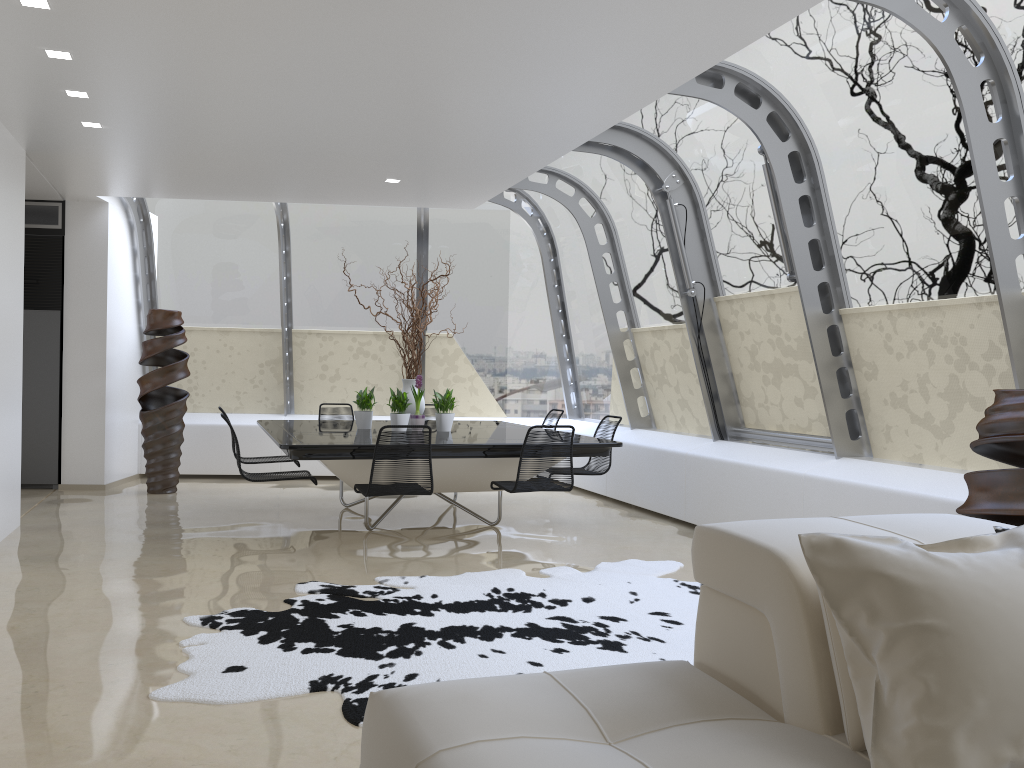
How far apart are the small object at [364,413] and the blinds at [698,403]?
2.7m

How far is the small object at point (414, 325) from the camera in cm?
751

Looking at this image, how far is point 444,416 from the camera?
7.43m

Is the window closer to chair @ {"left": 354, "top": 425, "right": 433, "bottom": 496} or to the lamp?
chair @ {"left": 354, "top": 425, "right": 433, "bottom": 496}

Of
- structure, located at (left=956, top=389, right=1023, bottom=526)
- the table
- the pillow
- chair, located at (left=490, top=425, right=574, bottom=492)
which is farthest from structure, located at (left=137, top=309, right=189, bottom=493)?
the pillow

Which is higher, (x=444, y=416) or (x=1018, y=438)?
(x=1018, y=438)

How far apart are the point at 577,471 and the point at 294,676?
4.1 meters

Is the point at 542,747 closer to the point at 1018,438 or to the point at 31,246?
the point at 1018,438

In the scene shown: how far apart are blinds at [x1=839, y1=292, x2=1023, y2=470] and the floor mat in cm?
162

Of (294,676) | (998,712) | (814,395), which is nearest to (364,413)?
(814,395)
